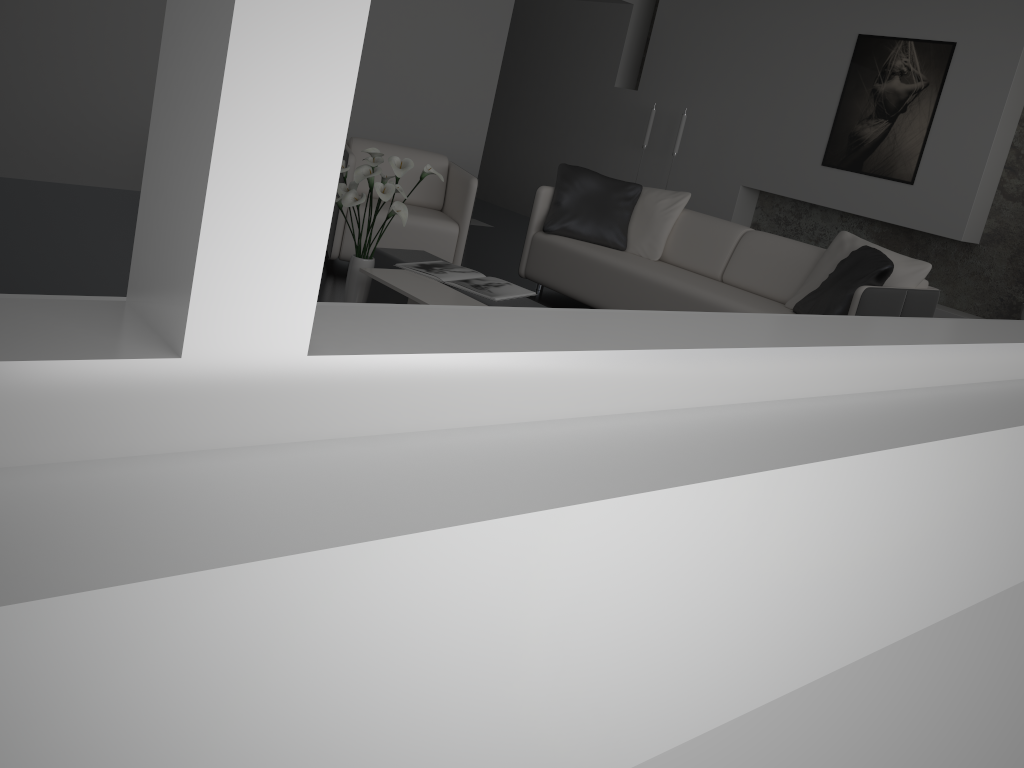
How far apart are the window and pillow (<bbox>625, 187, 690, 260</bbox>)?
3.89m

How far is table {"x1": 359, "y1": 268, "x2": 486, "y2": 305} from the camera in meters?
3.4 m

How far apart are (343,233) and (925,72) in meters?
4.1 m

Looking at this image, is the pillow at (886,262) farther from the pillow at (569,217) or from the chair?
the chair

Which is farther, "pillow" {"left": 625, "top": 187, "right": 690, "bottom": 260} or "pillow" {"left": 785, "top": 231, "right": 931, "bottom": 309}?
"pillow" {"left": 625, "top": 187, "right": 690, "bottom": 260}

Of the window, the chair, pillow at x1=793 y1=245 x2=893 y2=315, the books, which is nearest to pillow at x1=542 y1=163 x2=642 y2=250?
the chair

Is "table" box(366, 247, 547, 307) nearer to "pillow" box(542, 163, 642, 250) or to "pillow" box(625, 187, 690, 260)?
"pillow" box(542, 163, 642, 250)

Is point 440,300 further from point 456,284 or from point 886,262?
point 886,262

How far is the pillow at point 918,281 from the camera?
4.4 meters

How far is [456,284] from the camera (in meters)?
3.72
